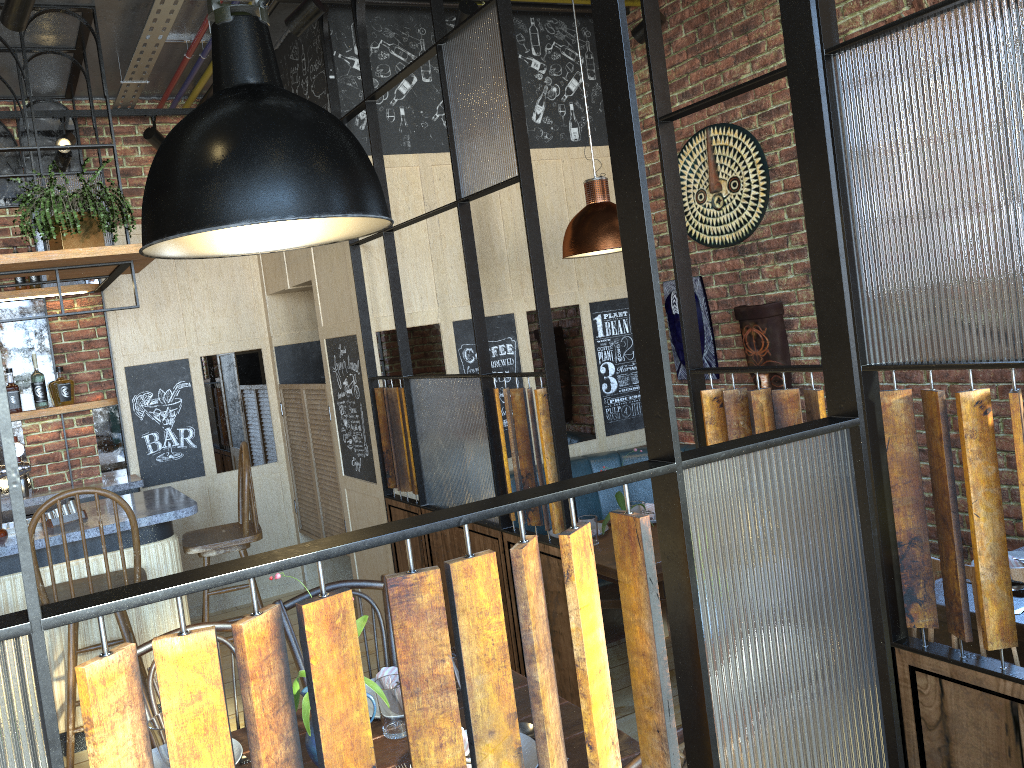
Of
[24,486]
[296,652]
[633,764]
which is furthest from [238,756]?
[24,486]

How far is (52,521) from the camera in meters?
3.8 m

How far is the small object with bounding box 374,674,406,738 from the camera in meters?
2.0

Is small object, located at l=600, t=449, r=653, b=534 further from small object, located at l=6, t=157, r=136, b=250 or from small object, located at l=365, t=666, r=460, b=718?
small object, located at l=6, t=157, r=136, b=250

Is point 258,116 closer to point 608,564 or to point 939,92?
point 939,92

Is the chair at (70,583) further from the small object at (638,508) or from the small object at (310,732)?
the small object at (638,508)

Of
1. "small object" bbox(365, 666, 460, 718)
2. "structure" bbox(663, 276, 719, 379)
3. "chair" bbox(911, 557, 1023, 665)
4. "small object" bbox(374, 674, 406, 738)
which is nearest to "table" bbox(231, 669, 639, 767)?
"small object" bbox(374, 674, 406, 738)

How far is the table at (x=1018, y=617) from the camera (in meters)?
2.28

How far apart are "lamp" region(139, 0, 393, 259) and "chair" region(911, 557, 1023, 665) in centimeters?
141cm

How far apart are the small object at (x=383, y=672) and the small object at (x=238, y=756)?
0.4m
